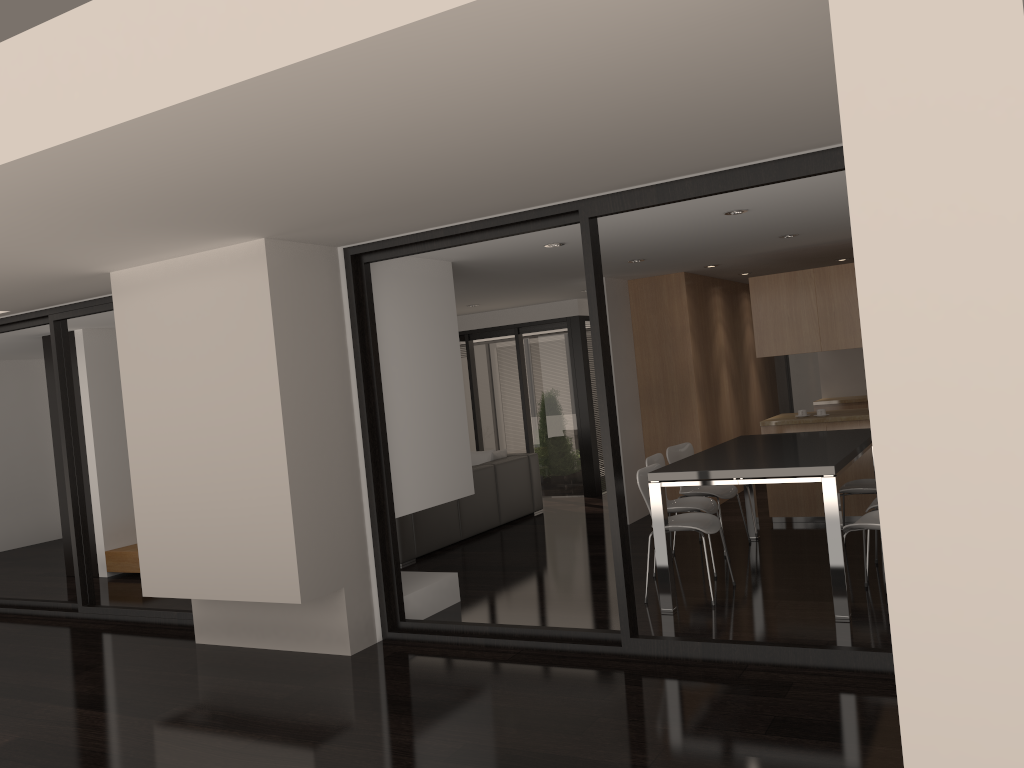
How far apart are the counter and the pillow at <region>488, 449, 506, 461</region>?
3.0m

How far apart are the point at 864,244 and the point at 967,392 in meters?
0.3 m

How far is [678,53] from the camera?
2.6m

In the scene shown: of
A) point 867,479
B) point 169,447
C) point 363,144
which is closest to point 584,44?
point 363,144

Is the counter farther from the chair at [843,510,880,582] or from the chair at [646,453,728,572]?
the chair at [843,510,880,582]

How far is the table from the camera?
4.90m

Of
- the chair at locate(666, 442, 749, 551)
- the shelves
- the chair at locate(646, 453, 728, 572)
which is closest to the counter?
the chair at locate(666, 442, 749, 551)

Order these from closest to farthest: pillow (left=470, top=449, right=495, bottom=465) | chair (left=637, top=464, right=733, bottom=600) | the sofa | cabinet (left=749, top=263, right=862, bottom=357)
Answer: chair (left=637, top=464, right=733, bottom=600) → cabinet (left=749, top=263, right=862, bottom=357) → the sofa → pillow (left=470, top=449, right=495, bottom=465)

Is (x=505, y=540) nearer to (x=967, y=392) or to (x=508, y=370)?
(x=508, y=370)

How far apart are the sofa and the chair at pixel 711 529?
2.6 meters
